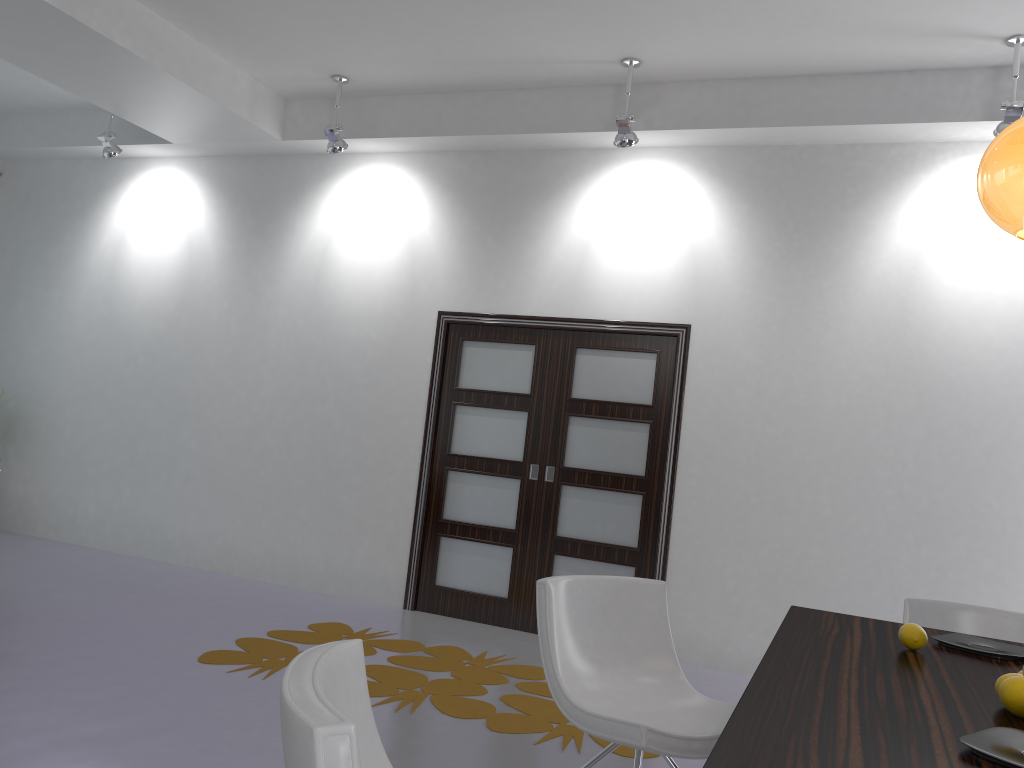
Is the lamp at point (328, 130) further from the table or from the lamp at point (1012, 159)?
the lamp at point (1012, 159)

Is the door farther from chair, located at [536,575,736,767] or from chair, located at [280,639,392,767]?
chair, located at [280,639,392,767]

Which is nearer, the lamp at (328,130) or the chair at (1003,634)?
the chair at (1003,634)

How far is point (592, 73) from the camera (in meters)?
5.42

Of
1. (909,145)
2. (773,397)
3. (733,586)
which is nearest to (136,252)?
(773,397)

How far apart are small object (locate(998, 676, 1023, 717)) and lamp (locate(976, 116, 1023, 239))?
1.1 meters

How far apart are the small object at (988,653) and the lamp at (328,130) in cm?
475

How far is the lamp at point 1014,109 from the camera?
4.4 meters

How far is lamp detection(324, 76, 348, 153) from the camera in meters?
5.9 m

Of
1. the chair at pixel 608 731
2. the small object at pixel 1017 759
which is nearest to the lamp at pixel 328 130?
the chair at pixel 608 731
